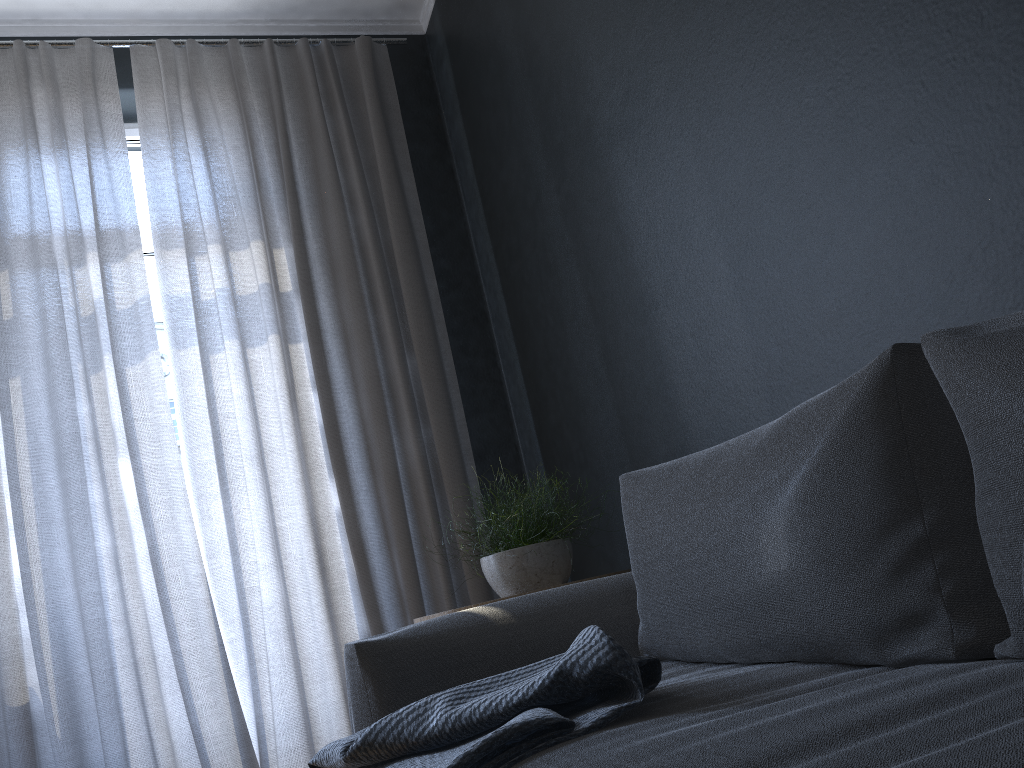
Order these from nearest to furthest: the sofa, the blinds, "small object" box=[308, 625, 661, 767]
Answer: the sofa → "small object" box=[308, 625, 661, 767] → the blinds

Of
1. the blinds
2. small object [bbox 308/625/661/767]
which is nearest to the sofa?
small object [bbox 308/625/661/767]

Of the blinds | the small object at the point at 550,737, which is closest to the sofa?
the small object at the point at 550,737

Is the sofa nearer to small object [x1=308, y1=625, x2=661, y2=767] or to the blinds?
small object [x1=308, y1=625, x2=661, y2=767]

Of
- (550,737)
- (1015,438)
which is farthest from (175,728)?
(1015,438)

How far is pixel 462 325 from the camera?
3.41m

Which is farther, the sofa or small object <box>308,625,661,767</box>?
small object <box>308,625,661,767</box>

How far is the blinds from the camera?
2.6 meters

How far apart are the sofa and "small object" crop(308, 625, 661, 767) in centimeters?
1cm

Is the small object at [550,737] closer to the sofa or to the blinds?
the sofa
